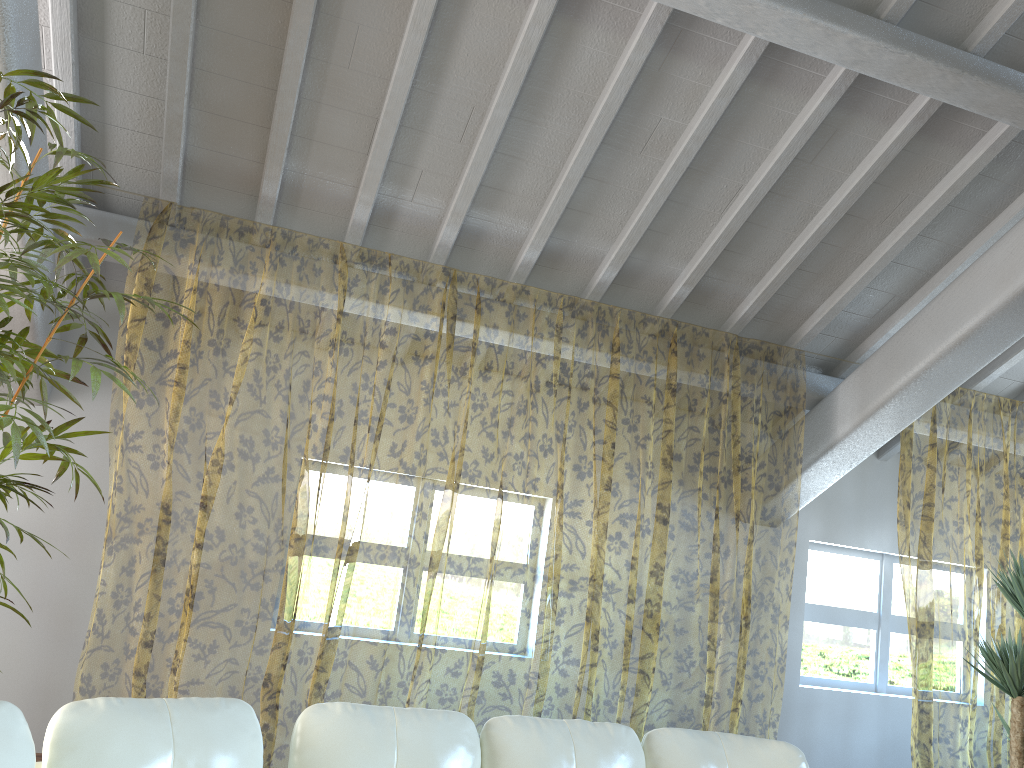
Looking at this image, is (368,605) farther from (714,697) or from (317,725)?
(317,725)

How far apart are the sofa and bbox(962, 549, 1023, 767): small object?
1.9m

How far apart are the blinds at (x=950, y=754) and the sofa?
2.7m

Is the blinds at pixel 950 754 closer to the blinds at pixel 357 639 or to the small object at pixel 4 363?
the blinds at pixel 357 639

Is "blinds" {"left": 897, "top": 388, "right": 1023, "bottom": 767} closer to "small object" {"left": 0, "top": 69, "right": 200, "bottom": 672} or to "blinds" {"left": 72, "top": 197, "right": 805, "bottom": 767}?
"blinds" {"left": 72, "top": 197, "right": 805, "bottom": 767}

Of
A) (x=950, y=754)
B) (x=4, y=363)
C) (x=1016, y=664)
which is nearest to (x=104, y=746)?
(x=4, y=363)

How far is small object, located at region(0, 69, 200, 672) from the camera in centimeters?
244cm

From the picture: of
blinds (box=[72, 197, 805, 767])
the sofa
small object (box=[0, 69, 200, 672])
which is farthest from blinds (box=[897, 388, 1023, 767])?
small object (box=[0, 69, 200, 672])

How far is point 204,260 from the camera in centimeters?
1014cm

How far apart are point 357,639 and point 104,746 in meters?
7.5
